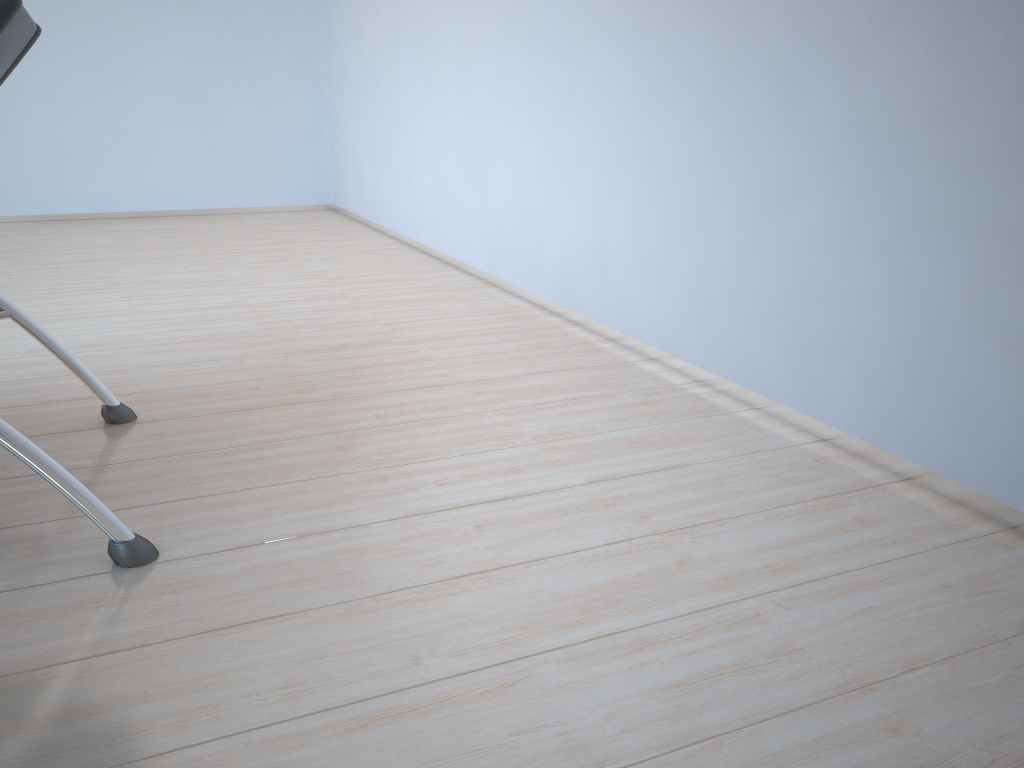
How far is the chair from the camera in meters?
1.4 m

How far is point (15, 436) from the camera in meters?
1.4 m

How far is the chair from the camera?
1.4 meters
